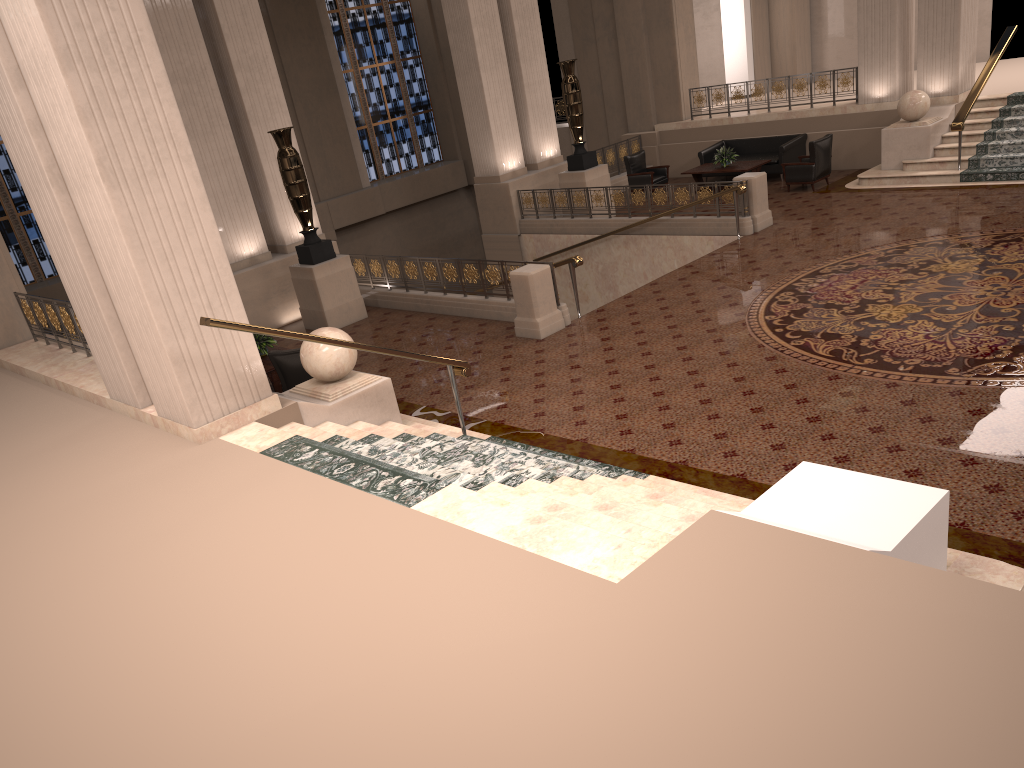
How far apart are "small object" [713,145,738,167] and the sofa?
0.71m

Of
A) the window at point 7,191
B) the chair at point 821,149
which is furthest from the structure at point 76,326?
the chair at point 821,149

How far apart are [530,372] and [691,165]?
11.3m

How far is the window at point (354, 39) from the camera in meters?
22.9 m

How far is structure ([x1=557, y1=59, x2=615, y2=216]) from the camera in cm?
1621

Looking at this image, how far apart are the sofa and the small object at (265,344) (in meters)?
10.82

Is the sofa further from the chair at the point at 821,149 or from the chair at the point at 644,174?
the chair at the point at 644,174

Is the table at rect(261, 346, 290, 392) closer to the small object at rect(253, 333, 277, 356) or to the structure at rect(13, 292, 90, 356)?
the small object at rect(253, 333, 277, 356)

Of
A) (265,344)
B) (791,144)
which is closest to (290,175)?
(265,344)

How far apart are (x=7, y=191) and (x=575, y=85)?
11.7m
